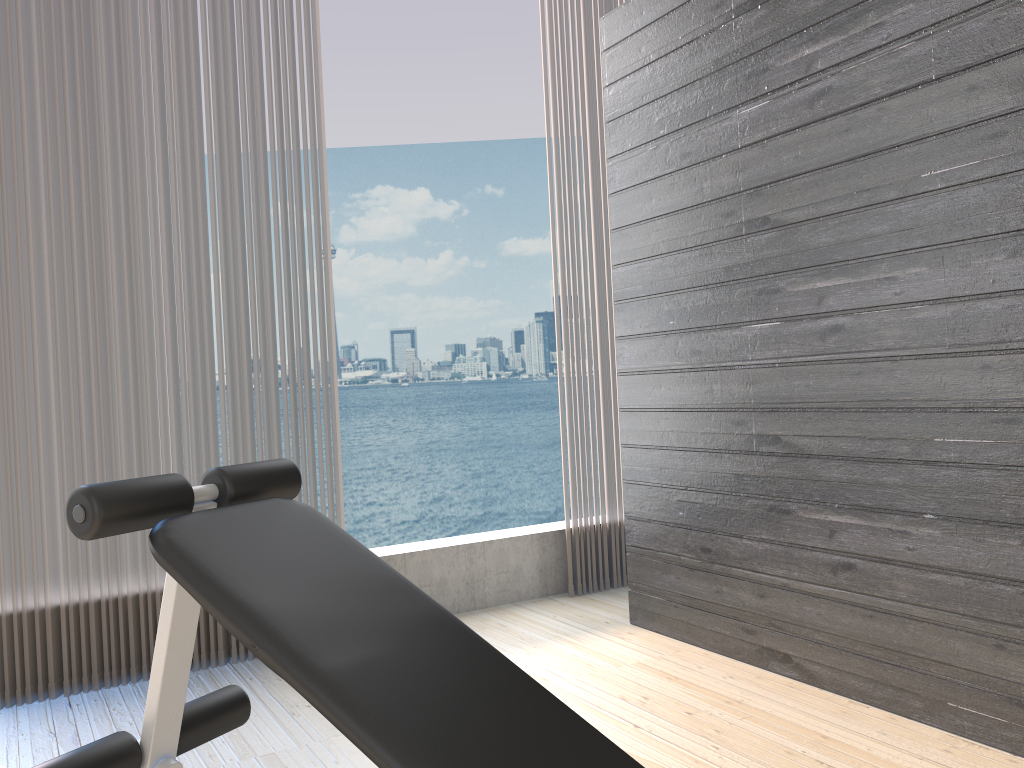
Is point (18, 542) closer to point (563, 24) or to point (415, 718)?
point (415, 718)

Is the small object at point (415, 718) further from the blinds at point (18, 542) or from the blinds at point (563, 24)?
the blinds at point (563, 24)

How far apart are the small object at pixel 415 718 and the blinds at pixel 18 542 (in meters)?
1.19

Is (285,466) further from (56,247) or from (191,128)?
(191,128)

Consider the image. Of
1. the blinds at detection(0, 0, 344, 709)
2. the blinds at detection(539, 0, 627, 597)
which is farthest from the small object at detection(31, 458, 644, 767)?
the blinds at detection(539, 0, 627, 597)

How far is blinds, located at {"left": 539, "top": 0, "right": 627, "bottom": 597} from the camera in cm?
361

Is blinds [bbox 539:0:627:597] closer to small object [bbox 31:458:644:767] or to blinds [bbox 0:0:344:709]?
blinds [bbox 0:0:344:709]

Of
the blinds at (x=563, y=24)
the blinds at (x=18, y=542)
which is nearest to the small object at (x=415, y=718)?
the blinds at (x=18, y=542)

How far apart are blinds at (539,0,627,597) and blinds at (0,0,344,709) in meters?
1.0

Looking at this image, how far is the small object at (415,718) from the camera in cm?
117
